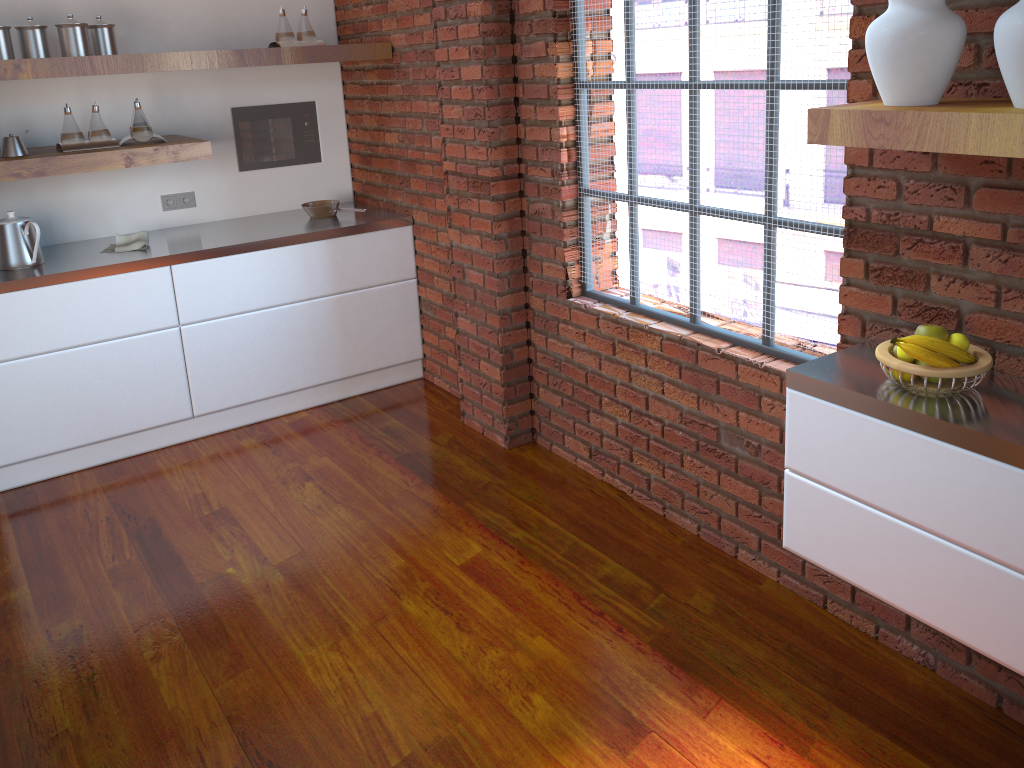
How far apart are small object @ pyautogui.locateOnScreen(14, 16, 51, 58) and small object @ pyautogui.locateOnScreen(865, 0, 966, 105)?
3.2m

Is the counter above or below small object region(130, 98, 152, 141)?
below

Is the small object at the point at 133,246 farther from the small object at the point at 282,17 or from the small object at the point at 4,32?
the small object at the point at 282,17

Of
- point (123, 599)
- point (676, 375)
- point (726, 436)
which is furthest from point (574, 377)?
point (123, 599)

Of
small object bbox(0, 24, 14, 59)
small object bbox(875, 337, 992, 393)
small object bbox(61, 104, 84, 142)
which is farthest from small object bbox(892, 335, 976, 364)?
small object bbox(0, 24, 14, 59)

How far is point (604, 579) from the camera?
2.9m

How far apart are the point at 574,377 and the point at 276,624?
1.4 meters

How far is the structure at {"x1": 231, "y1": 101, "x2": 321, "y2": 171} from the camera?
4.5 meters

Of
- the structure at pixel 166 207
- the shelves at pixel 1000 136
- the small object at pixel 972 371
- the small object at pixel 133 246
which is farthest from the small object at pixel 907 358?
the structure at pixel 166 207

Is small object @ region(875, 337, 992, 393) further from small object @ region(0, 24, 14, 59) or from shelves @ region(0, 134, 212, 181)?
small object @ region(0, 24, 14, 59)
